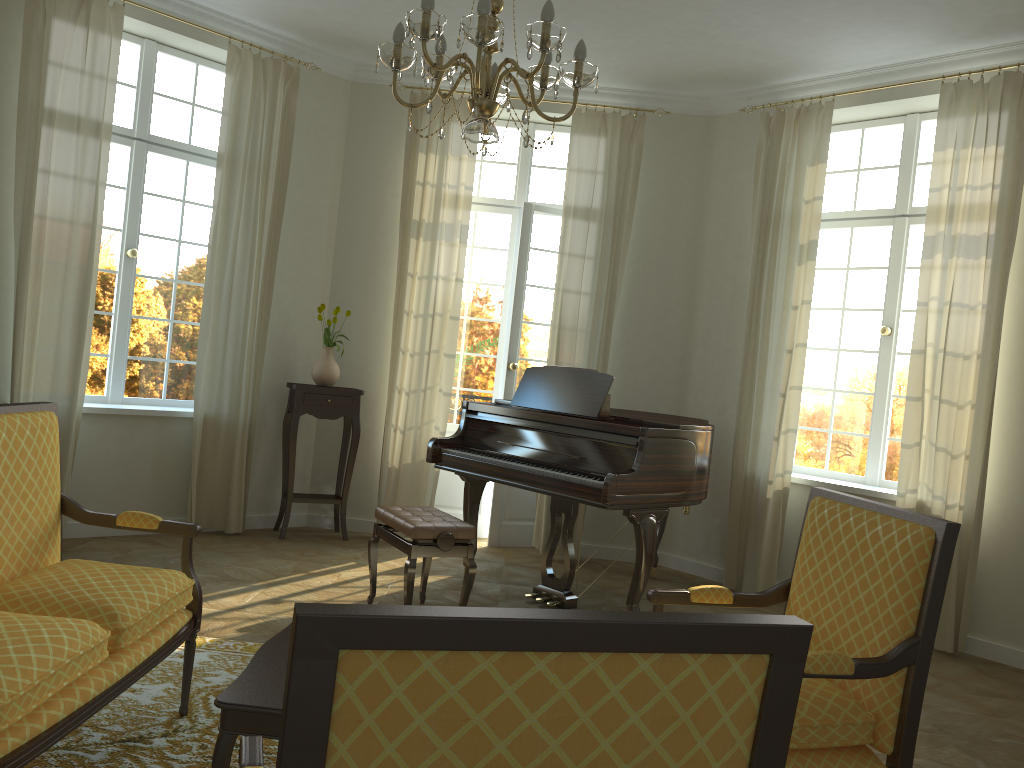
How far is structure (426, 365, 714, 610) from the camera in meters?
4.7

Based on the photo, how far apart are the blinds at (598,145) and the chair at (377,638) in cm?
516

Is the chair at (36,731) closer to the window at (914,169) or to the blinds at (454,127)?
the blinds at (454,127)

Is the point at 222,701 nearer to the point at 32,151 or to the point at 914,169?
the point at 32,151

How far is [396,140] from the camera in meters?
6.9 m

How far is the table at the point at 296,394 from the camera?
6.38m

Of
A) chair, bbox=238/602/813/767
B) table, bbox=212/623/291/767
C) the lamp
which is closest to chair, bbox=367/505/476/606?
table, bbox=212/623/291/767

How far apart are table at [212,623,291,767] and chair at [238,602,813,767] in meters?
0.7 m

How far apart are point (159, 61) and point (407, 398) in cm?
295

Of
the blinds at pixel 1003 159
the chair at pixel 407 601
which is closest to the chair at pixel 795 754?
the chair at pixel 407 601
